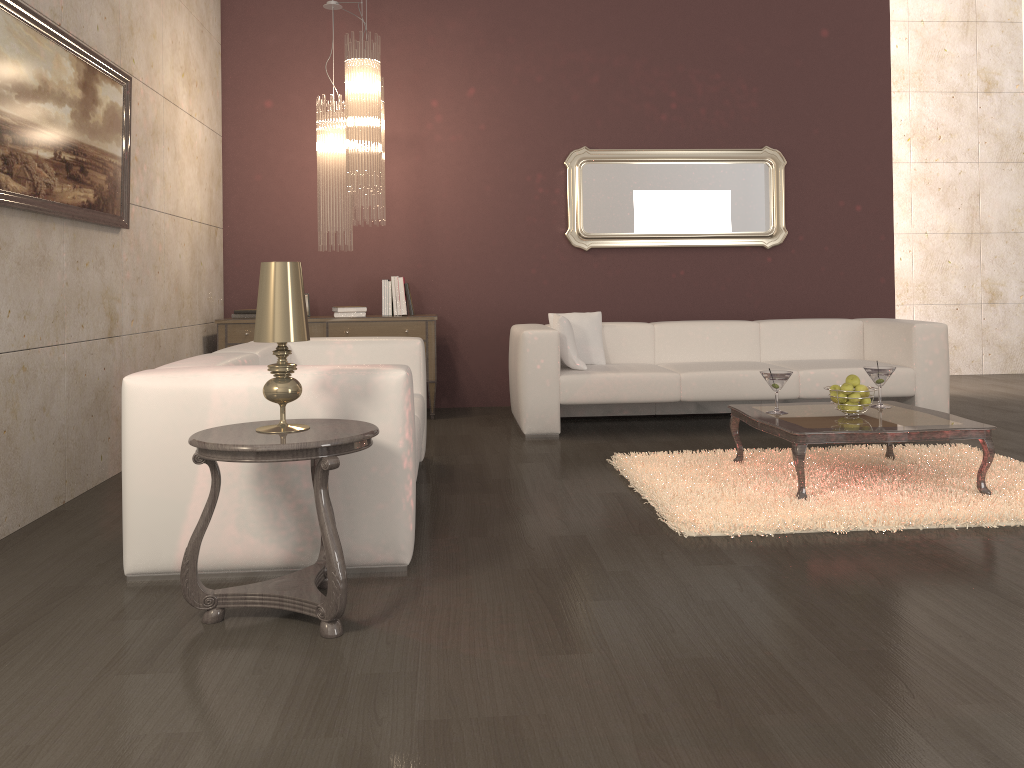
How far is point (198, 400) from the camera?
2.8m

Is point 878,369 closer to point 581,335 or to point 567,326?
point 567,326

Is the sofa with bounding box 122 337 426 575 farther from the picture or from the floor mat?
the floor mat

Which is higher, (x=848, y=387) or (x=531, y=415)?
(x=848, y=387)

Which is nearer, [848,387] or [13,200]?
[13,200]

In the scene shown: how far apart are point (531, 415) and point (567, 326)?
0.61m

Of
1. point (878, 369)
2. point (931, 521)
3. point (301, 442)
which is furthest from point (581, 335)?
point (301, 442)

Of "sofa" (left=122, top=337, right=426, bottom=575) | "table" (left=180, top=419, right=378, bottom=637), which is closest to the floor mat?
"sofa" (left=122, top=337, right=426, bottom=575)

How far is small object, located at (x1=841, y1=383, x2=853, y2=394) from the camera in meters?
3.9

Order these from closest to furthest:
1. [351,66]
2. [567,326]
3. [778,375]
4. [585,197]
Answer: [778,375]
[351,66]
[567,326]
[585,197]
